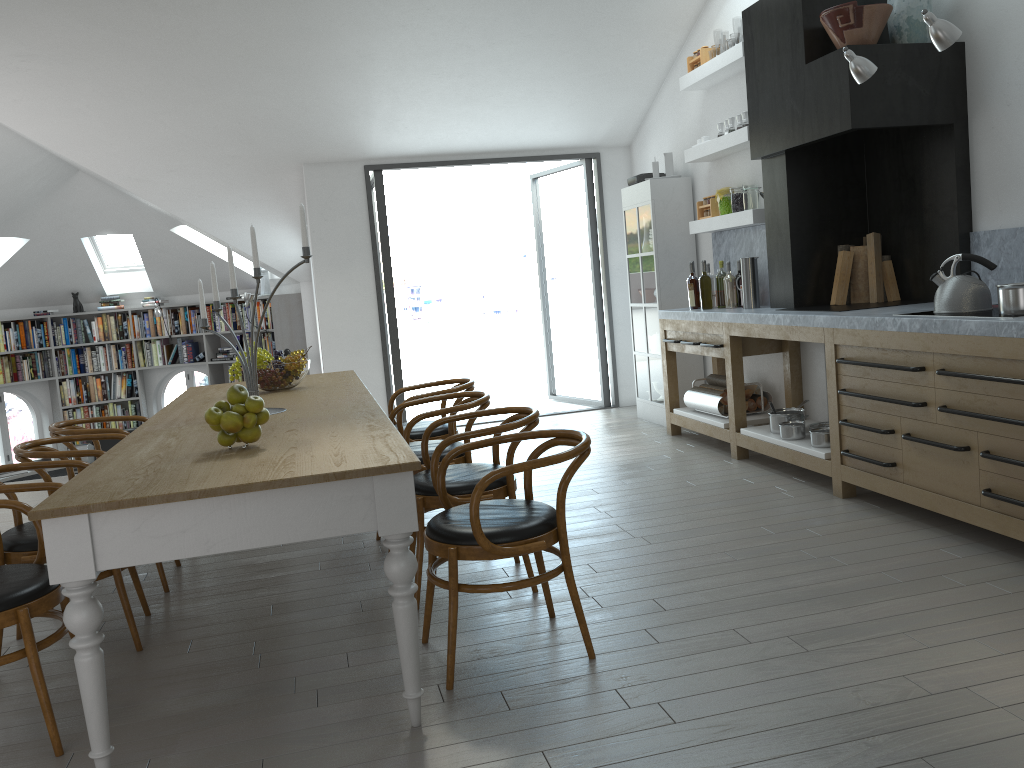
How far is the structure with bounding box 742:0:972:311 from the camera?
4.7m

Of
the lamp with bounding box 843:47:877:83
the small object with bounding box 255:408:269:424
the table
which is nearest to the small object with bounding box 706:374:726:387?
the lamp with bounding box 843:47:877:83

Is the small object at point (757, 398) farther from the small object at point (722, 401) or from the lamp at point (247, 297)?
the lamp at point (247, 297)

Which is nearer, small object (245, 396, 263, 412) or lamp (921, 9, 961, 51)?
small object (245, 396, 263, 412)

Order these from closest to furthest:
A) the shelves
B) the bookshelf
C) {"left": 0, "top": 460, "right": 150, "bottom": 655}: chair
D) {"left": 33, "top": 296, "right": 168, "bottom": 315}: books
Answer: {"left": 0, "top": 460, "right": 150, "bottom": 655}: chair < the shelves < the bookshelf < {"left": 33, "top": 296, "right": 168, "bottom": 315}: books

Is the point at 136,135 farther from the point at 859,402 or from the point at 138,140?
the point at 859,402

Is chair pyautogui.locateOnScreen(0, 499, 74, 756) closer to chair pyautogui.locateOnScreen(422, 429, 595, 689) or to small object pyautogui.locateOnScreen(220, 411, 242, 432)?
small object pyautogui.locateOnScreen(220, 411, 242, 432)

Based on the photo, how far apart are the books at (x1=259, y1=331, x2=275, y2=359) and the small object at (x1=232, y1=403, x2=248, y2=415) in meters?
8.0 m

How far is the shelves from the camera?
5.81m

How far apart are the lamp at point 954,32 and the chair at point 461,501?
2.28m
